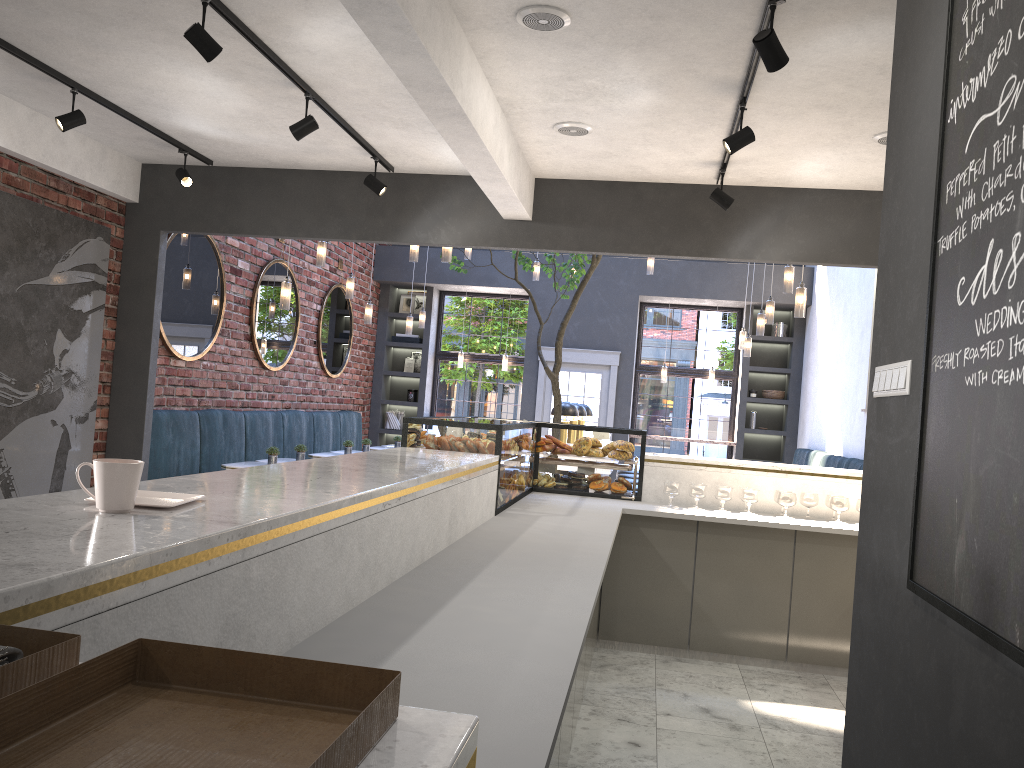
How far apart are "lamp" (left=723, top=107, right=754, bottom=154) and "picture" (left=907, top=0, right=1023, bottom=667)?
2.47m

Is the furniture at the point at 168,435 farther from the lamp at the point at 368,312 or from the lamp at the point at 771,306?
the lamp at the point at 771,306

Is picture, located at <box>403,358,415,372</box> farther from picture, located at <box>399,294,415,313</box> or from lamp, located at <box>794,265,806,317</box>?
lamp, located at <box>794,265,806,317</box>

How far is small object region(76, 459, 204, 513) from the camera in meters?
1.6 m

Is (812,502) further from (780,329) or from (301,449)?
(780,329)

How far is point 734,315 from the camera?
12.6 meters

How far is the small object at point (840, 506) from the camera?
5.2 meters

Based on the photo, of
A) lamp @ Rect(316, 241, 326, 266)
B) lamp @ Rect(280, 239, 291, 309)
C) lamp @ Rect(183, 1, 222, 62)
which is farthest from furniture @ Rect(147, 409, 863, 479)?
lamp @ Rect(183, 1, 222, 62)

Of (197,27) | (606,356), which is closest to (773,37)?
(197,27)

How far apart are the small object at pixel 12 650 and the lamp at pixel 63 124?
4.90m
